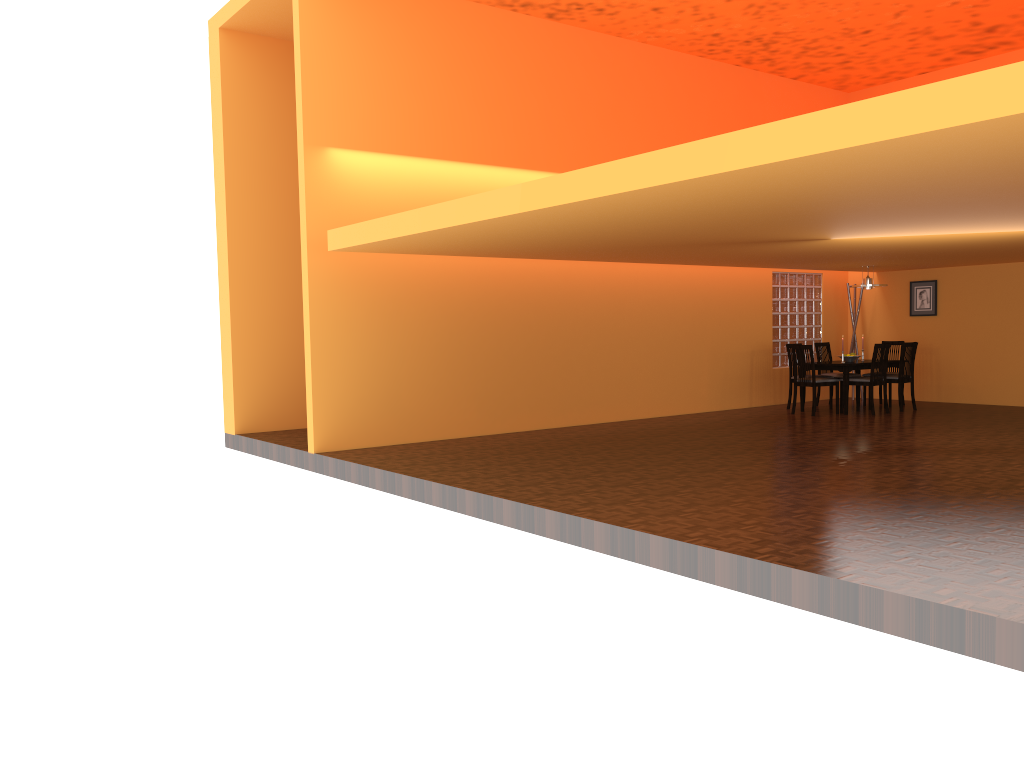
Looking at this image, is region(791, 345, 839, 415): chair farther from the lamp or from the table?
the lamp

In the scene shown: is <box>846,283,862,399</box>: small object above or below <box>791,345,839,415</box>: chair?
above

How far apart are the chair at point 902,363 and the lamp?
0.83m

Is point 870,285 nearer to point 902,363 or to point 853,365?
point 902,363

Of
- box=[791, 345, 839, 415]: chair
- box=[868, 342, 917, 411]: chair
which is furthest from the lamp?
box=[791, 345, 839, 415]: chair

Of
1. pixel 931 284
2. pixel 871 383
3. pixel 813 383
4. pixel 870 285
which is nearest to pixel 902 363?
pixel 871 383

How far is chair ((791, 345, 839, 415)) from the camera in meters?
10.0 m

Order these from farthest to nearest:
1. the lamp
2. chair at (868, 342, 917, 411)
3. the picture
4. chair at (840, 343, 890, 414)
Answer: the picture
the lamp
chair at (868, 342, 917, 411)
chair at (840, 343, 890, 414)

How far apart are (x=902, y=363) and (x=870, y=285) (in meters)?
1.00

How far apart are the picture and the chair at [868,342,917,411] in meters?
1.3 m
